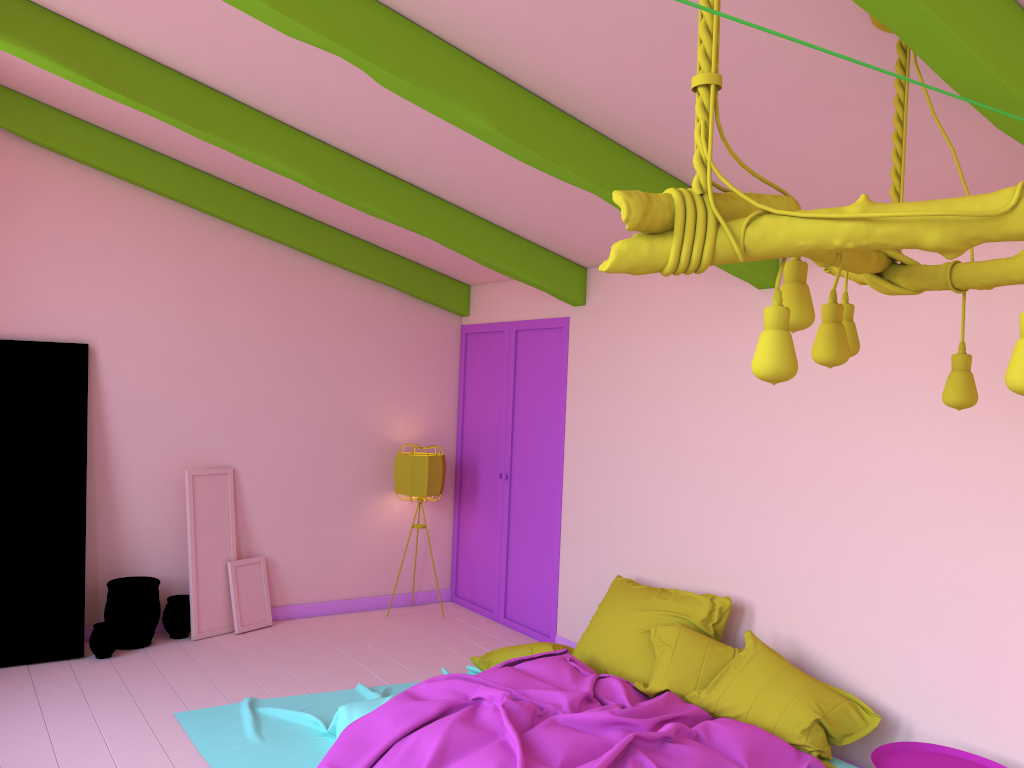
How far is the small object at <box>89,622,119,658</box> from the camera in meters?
6.1

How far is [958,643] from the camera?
4.2m

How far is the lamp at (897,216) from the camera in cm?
179

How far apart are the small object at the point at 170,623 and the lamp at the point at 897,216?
5.4m

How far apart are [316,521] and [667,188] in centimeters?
437cm

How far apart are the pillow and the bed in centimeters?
3cm

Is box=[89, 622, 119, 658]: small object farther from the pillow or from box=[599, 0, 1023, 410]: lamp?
box=[599, 0, 1023, 410]: lamp

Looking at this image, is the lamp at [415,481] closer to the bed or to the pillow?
the bed

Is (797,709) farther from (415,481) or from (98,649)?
(98,649)

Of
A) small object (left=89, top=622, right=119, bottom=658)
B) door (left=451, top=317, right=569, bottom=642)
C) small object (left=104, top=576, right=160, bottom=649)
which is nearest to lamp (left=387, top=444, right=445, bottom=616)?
door (left=451, top=317, right=569, bottom=642)
